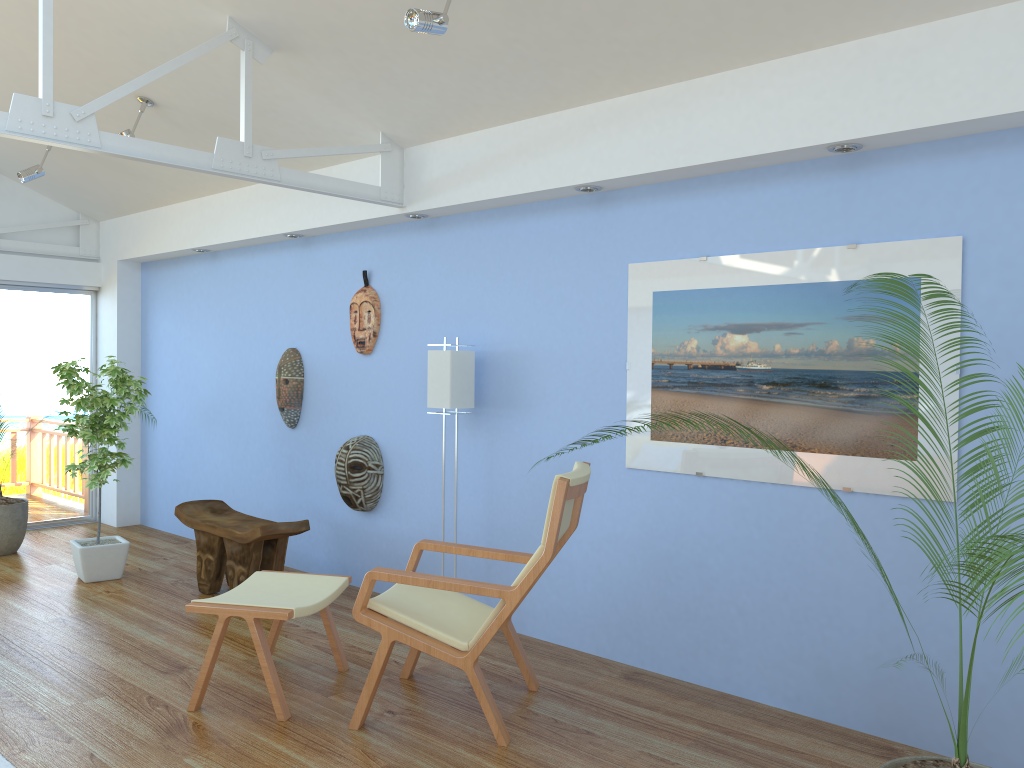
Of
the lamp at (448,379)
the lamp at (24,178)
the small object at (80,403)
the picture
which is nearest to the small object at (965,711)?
the picture

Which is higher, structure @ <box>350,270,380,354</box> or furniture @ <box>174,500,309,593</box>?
structure @ <box>350,270,380,354</box>

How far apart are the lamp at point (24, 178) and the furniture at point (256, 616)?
3.6 meters

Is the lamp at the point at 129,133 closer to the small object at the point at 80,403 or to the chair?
the small object at the point at 80,403

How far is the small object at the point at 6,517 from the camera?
6.16m

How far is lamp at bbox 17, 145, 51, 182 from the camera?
5.94m

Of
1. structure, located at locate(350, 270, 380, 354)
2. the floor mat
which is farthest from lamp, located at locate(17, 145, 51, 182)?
the floor mat

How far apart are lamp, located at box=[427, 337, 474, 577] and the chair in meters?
0.9

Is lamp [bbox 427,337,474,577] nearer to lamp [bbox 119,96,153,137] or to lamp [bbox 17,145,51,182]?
lamp [bbox 119,96,153,137]

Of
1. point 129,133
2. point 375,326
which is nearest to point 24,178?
point 129,133
